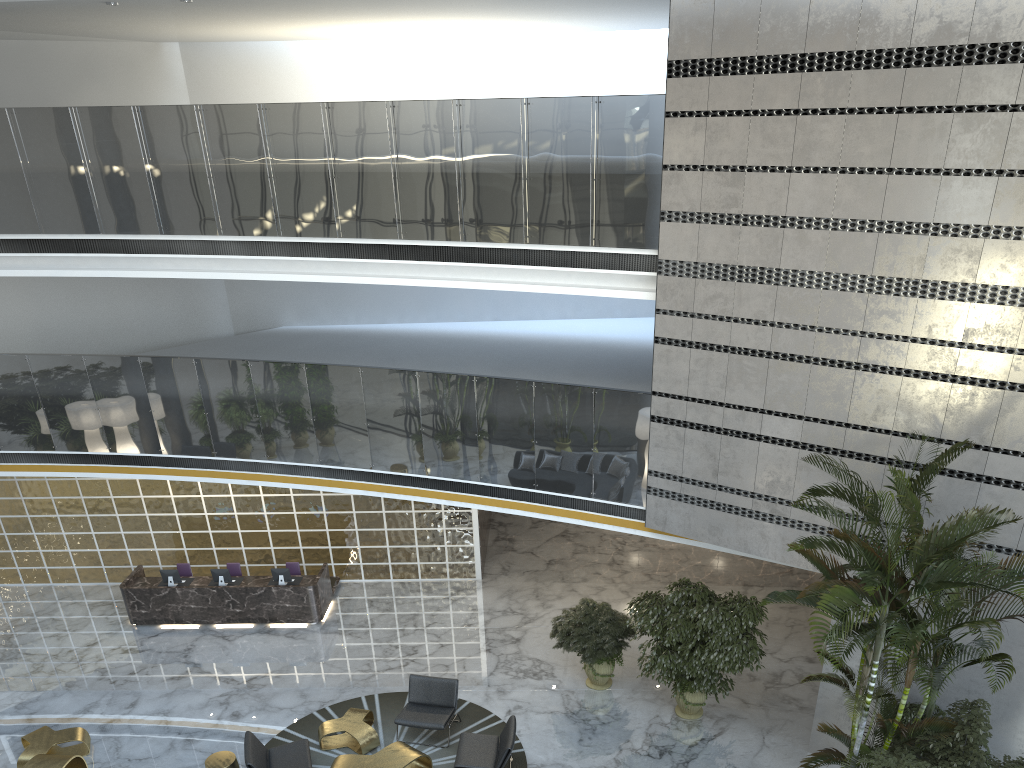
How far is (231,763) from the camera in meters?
9.1 m

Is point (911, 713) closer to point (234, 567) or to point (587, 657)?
point (587, 657)

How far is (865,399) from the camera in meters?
8.9 m

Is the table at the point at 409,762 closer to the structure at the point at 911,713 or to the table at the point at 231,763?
the table at the point at 231,763

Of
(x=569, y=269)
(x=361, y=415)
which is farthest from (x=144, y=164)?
(x=569, y=269)

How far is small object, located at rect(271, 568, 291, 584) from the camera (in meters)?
13.08

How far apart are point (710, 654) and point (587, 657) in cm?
180

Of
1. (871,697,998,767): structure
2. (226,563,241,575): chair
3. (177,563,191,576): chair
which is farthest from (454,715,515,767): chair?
(177,563,191,576): chair

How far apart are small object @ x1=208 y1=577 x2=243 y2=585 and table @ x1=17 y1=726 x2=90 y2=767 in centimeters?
320cm

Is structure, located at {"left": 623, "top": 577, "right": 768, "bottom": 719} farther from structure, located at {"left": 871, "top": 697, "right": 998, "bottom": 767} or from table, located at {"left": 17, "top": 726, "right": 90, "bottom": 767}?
table, located at {"left": 17, "top": 726, "right": 90, "bottom": 767}
